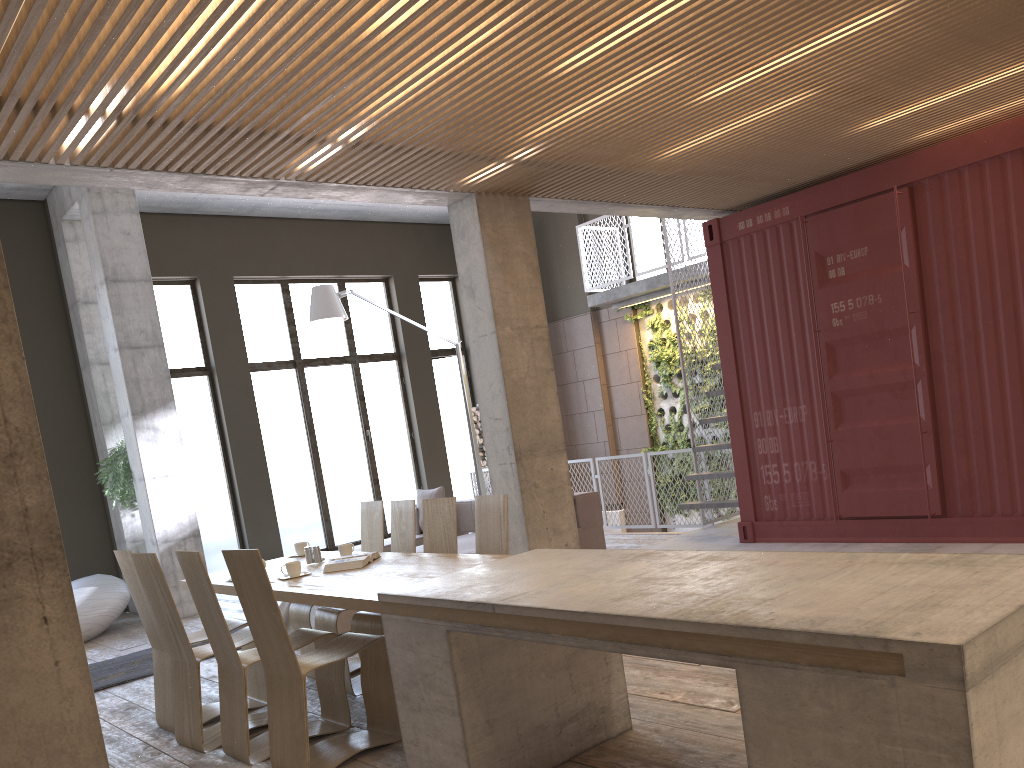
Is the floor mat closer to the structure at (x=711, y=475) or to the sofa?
the sofa

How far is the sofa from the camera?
8.6 meters

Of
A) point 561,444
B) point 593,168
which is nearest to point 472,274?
point 593,168

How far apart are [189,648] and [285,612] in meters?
2.8 m

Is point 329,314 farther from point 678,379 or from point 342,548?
point 678,379

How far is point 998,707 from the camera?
2.1 meters

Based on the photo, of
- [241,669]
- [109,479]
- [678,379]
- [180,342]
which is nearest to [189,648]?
[241,669]

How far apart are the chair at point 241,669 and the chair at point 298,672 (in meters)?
0.18

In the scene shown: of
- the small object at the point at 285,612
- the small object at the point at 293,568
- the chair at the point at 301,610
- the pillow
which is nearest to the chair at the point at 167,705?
the chair at the point at 301,610

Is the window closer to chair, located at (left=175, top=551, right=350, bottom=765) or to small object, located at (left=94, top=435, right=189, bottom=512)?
small object, located at (left=94, top=435, right=189, bottom=512)
